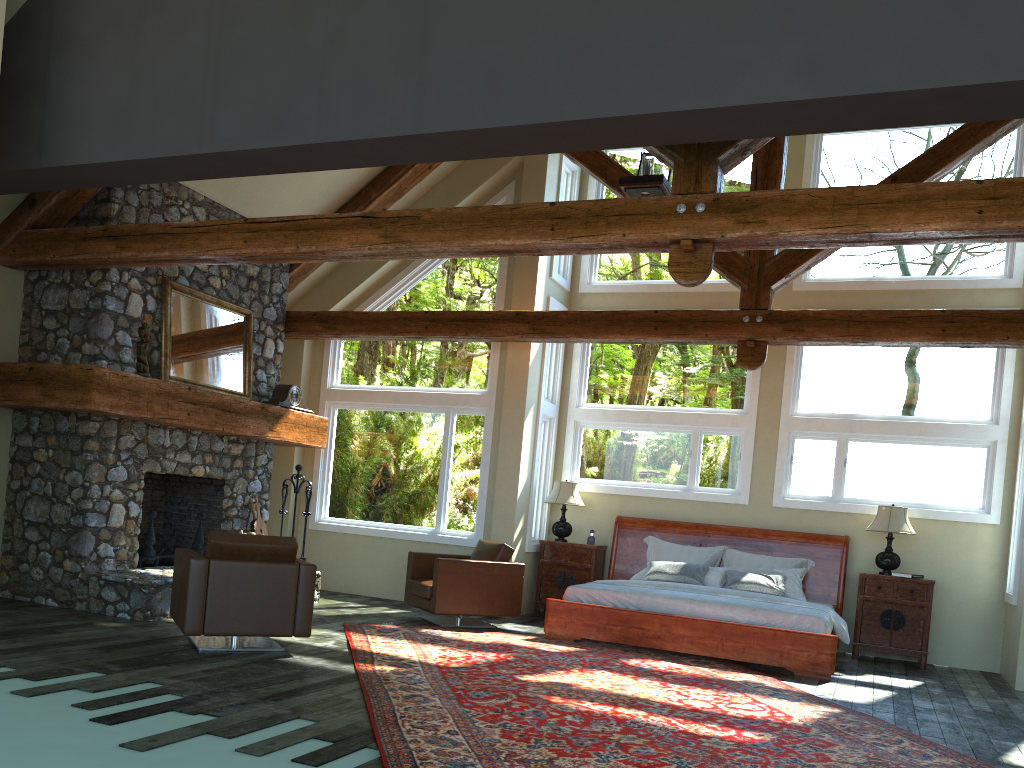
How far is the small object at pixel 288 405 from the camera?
10.0 meters

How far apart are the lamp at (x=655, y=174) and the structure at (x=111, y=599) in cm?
443

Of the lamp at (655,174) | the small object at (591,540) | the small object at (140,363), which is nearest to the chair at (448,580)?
the small object at (591,540)

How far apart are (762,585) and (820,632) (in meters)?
1.36

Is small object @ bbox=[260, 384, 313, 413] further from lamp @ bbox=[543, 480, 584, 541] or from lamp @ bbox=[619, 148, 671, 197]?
lamp @ bbox=[619, 148, 671, 197]

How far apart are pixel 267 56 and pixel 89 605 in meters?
4.9 m

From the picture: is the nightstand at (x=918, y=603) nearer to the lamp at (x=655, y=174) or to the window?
the window

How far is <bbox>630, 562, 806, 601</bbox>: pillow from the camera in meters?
9.3

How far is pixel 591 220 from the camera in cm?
584

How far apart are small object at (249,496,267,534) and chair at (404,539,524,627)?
1.8 meters
